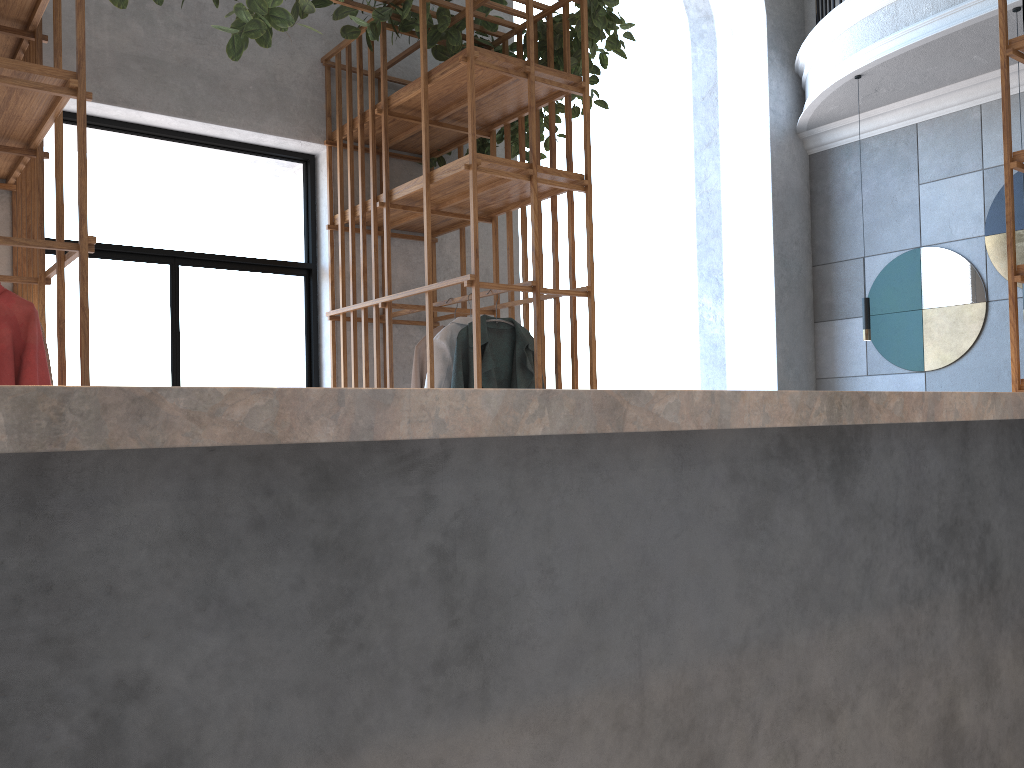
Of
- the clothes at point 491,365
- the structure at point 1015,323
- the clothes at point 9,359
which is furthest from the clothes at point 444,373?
the structure at point 1015,323

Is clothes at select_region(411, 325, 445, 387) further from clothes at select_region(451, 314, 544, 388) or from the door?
the door

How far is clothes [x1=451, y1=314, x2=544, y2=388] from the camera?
3.9 meters

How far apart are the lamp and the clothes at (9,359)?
4.9m

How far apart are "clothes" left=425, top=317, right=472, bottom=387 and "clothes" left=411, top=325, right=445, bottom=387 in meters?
0.2

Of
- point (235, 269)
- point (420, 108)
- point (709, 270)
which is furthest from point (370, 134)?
point (709, 270)

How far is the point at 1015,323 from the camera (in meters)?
3.31

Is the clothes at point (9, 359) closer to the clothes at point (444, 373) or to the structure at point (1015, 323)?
the clothes at point (444, 373)

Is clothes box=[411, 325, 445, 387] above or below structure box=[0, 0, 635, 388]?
below

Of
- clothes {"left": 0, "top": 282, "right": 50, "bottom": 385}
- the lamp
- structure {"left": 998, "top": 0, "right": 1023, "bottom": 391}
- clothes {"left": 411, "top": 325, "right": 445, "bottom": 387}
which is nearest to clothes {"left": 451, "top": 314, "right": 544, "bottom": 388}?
clothes {"left": 411, "top": 325, "right": 445, "bottom": 387}
